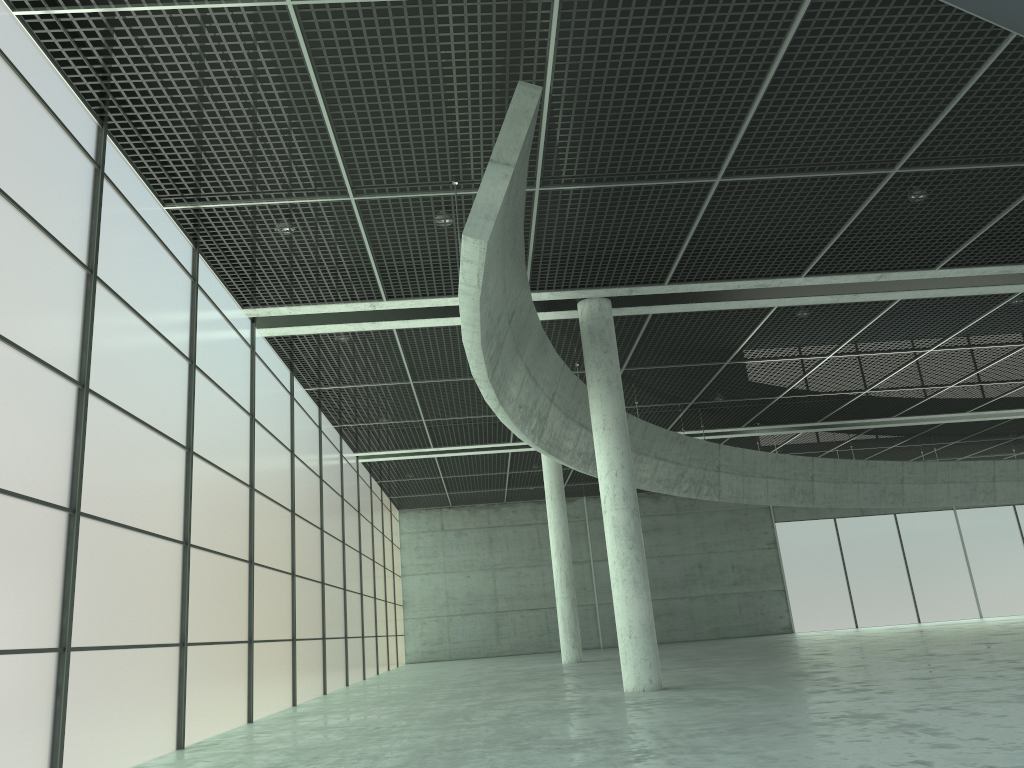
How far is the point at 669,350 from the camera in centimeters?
4276cm

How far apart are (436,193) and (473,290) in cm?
592

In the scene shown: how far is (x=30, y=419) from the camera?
14.9 meters

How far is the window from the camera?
14.9m

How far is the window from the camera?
14.9 meters
